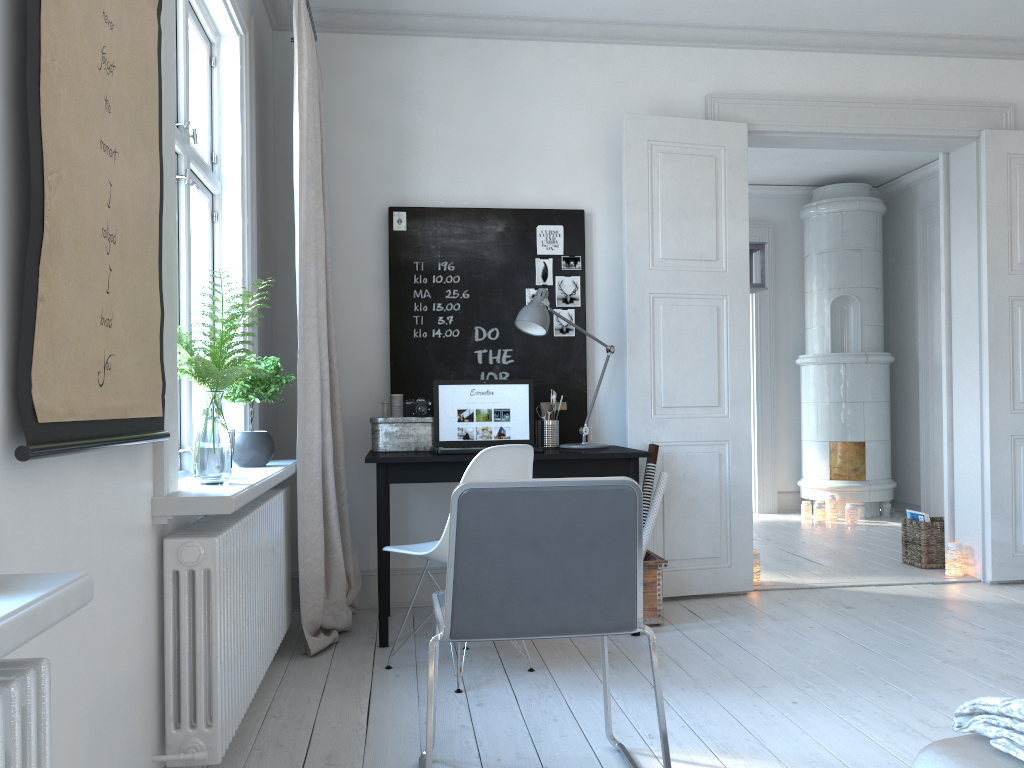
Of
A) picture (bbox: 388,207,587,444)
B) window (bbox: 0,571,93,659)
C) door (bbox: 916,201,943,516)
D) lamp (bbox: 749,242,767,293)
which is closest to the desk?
picture (bbox: 388,207,587,444)

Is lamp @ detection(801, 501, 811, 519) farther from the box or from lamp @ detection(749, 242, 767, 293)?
the box

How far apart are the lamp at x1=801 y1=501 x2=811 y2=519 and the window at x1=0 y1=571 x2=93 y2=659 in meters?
6.7 m

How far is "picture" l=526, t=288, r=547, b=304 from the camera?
4.30m

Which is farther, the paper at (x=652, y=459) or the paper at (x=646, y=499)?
the paper at (x=652, y=459)

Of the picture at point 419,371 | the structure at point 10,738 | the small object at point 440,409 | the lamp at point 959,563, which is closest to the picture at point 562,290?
the picture at point 419,371

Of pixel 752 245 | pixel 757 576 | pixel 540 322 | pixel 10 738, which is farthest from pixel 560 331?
pixel 10 738

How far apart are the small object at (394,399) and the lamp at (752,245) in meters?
2.9

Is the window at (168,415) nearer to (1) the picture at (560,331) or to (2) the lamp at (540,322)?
(2) the lamp at (540,322)

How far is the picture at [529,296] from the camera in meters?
4.3 m
